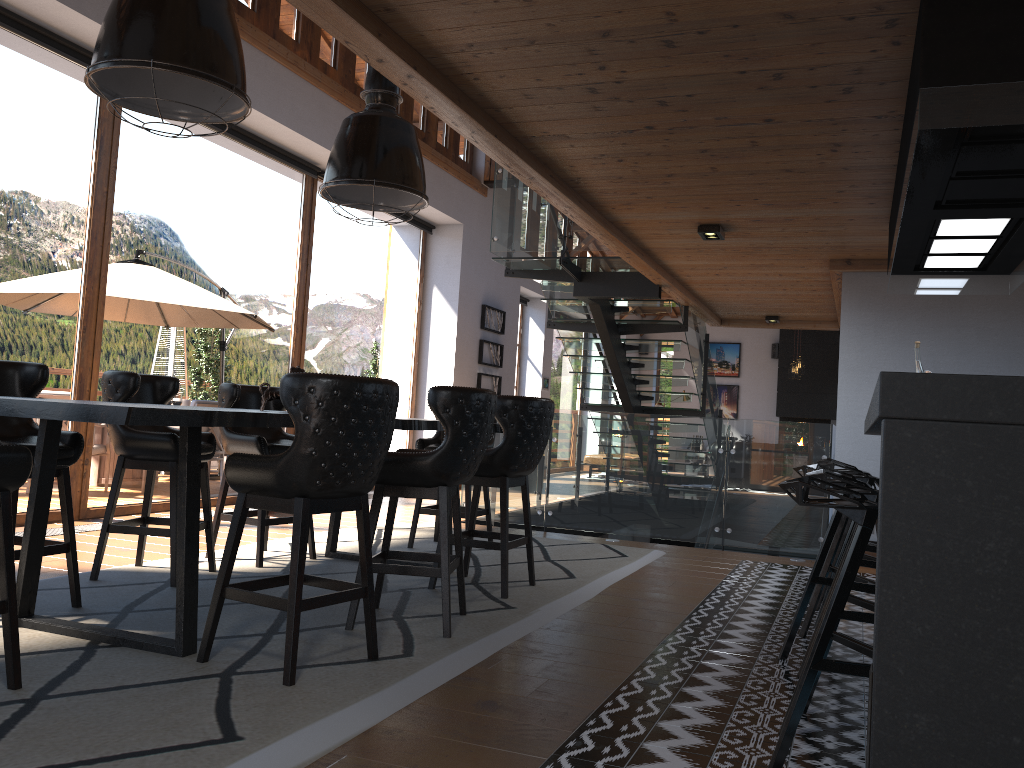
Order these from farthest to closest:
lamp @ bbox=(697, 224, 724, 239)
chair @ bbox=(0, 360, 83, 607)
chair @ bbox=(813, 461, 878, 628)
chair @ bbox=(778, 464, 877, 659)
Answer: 1. lamp @ bbox=(697, 224, 724, 239)
2. chair @ bbox=(813, 461, 878, 628)
3. chair @ bbox=(0, 360, 83, 607)
4. chair @ bbox=(778, 464, 877, 659)

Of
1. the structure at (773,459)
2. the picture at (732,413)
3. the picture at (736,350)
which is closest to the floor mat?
the structure at (773,459)

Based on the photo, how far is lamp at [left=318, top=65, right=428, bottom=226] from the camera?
4.8m

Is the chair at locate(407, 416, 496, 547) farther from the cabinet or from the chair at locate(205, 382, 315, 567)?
the cabinet

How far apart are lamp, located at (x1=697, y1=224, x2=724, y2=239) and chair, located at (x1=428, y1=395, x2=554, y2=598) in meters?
1.9

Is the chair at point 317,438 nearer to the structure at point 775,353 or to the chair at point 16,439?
the chair at point 16,439

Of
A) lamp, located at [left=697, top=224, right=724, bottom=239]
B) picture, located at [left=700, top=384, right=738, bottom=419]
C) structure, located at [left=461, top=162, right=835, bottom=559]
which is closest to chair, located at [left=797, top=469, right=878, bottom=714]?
lamp, located at [left=697, top=224, right=724, bottom=239]

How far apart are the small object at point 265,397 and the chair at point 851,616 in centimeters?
266cm

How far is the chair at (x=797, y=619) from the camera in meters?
3.8 m

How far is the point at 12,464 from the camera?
2.7 meters
